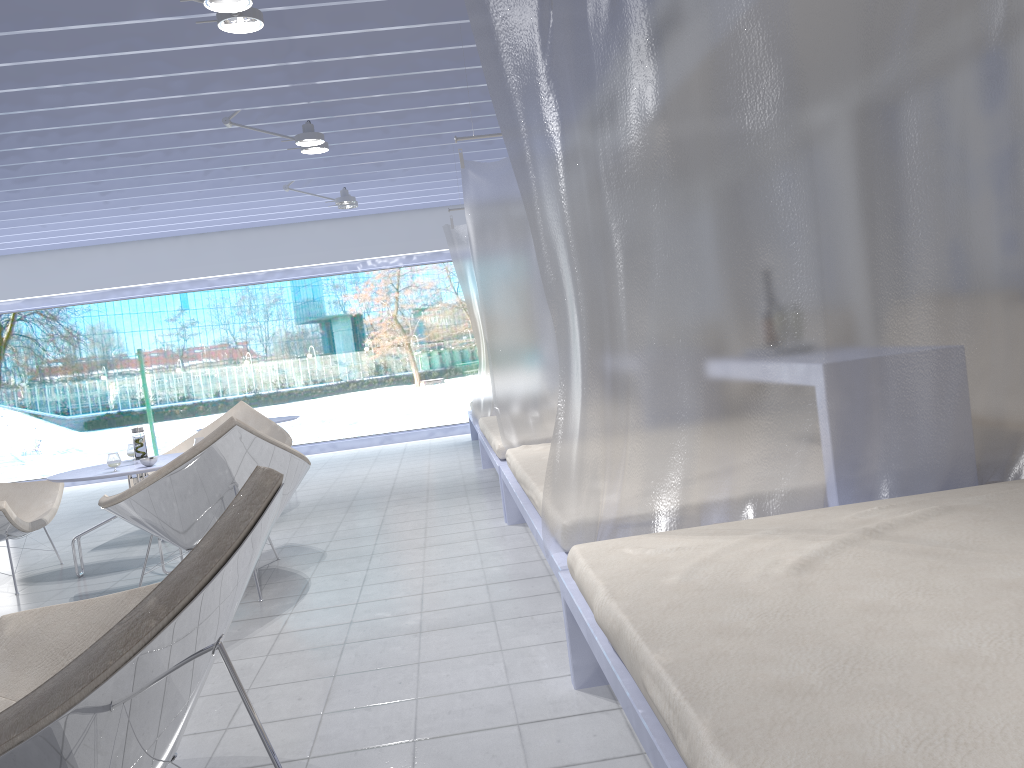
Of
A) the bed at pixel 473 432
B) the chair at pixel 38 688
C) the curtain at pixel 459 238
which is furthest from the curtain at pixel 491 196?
the chair at pixel 38 688

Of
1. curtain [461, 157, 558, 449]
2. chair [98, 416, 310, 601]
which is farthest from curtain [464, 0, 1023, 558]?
curtain [461, 157, 558, 449]

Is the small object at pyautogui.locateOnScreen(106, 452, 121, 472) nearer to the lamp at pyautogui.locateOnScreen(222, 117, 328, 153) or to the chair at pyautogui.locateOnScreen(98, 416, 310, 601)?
the chair at pyautogui.locateOnScreen(98, 416, 310, 601)

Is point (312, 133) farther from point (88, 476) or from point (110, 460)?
point (88, 476)

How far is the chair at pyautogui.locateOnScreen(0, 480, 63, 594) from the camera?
4.3 meters

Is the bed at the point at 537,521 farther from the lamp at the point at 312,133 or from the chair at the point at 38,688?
the lamp at the point at 312,133

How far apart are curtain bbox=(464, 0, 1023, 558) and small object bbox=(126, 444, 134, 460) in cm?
326

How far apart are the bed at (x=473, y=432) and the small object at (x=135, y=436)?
2.97m

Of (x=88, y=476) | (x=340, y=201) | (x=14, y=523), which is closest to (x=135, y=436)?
(x=88, y=476)

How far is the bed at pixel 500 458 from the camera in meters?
4.7
